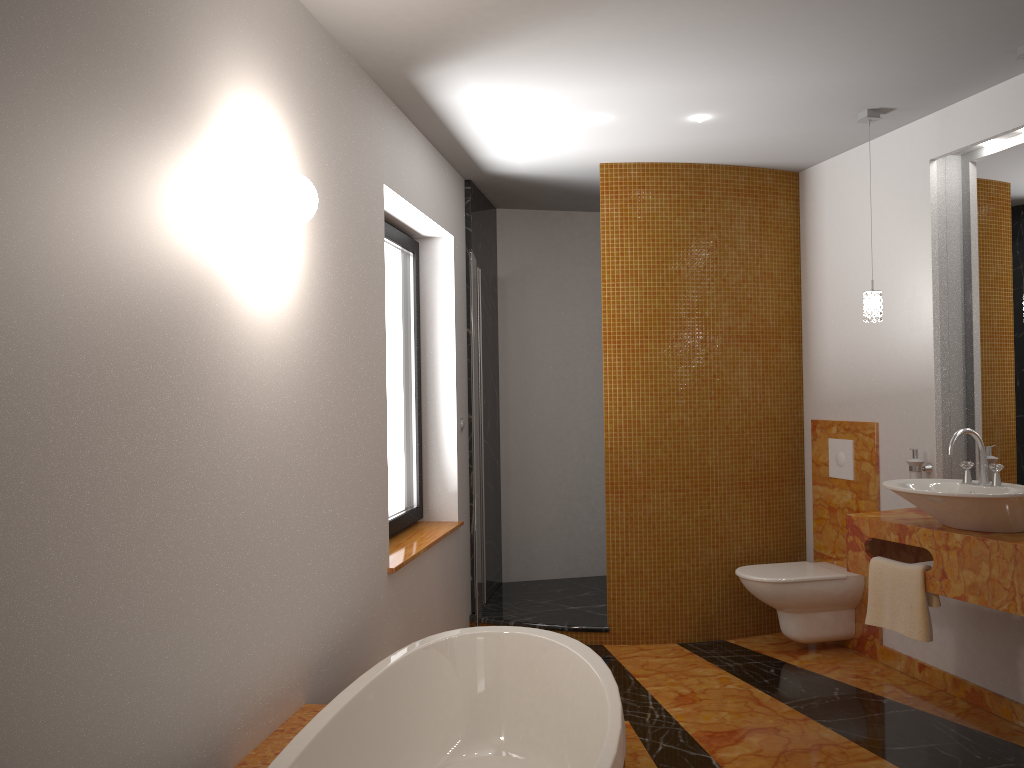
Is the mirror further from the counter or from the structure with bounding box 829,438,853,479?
the structure with bounding box 829,438,853,479

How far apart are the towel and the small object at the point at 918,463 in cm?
59

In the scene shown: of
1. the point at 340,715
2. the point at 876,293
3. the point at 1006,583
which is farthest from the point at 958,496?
the point at 340,715

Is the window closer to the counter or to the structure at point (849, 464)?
the counter

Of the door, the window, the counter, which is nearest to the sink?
the counter

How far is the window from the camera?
4.17m

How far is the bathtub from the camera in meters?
2.4 m

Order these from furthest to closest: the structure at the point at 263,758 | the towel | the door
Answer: the door
the towel
the structure at the point at 263,758

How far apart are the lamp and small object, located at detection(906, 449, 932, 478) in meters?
0.6

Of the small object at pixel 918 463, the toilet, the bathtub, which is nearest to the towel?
the small object at pixel 918 463
